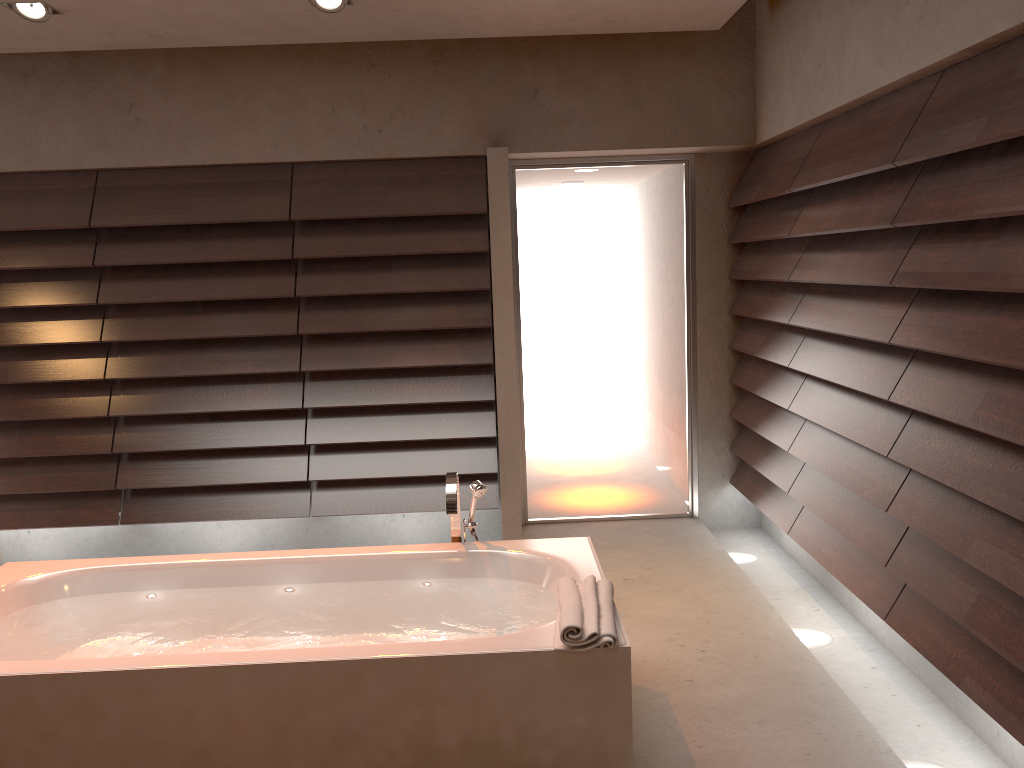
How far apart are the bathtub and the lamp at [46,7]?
2.1 meters

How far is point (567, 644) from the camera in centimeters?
216cm

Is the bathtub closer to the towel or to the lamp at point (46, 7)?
the towel

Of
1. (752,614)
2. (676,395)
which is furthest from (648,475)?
(752,614)

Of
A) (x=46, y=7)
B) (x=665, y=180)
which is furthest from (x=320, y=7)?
(x=665, y=180)

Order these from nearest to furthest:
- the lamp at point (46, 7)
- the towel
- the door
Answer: the towel < the lamp at point (46, 7) < the door

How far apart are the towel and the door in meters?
2.4 m

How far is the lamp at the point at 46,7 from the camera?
3.4m

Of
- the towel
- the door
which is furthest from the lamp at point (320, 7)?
the towel

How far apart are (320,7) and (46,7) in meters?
1.1
